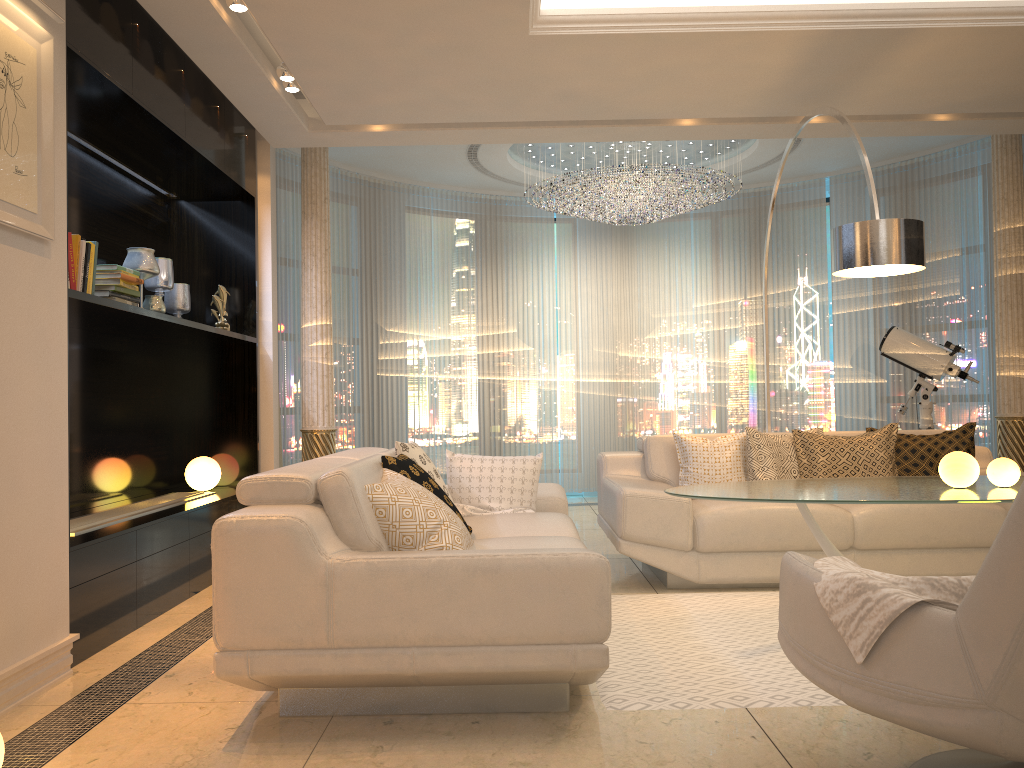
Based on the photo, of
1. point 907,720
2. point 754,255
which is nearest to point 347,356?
point 754,255

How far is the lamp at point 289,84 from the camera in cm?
472

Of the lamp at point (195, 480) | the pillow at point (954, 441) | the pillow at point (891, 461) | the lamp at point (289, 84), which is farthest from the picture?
the pillow at point (954, 441)

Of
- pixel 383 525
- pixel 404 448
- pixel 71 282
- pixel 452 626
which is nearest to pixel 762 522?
pixel 404 448

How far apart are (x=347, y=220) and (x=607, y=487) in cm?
411

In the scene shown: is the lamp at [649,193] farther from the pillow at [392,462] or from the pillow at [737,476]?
the pillow at [392,462]

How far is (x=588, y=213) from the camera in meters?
7.5

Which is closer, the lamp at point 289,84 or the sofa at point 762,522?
the sofa at point 762,522

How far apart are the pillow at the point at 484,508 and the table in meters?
0.9 m

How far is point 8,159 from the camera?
2.9m
